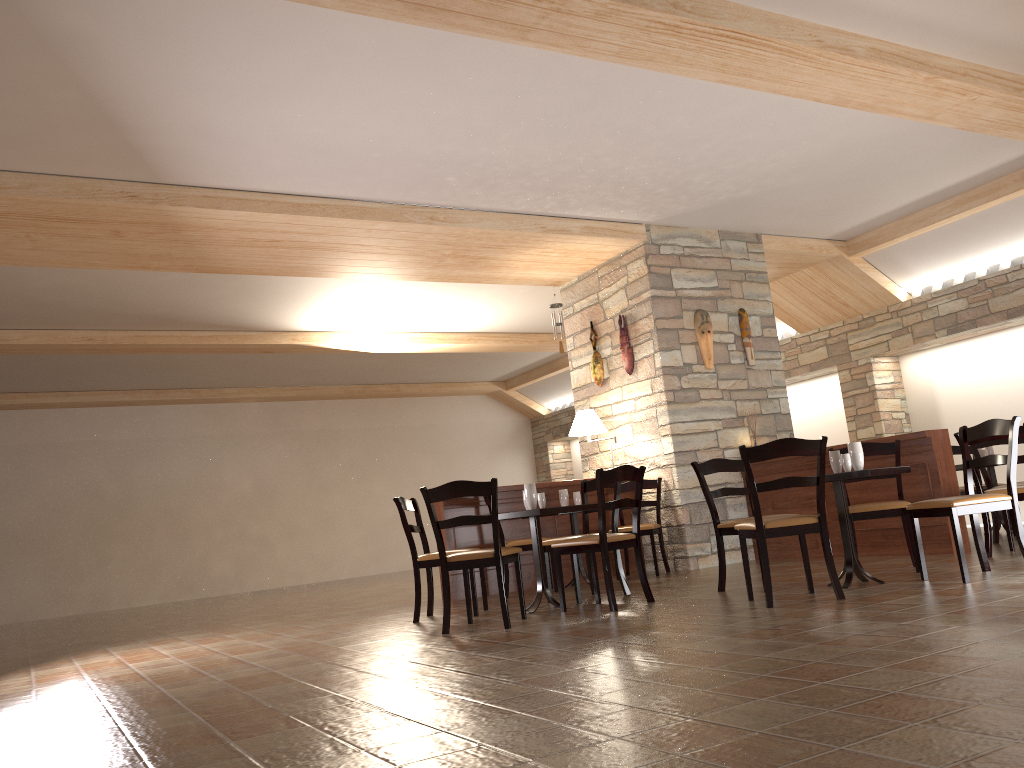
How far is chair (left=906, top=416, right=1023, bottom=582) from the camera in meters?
4.7 m

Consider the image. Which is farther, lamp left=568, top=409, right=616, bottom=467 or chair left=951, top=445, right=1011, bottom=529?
chair left=951, top=445, right=1011, bottom=529

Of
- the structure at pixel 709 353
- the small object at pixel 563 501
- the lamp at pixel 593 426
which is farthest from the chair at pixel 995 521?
the small object at pixel 563 501

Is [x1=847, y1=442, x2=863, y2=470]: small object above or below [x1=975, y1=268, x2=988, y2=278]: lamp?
below

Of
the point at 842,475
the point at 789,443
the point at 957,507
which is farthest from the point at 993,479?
the point at 789,443

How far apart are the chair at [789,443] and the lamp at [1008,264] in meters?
5.6

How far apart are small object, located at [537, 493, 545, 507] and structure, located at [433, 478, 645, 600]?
1.8 meters

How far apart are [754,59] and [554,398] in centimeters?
1134cm

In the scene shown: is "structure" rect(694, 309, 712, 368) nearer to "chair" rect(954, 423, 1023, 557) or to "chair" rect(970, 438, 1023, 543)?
"chair" rect(970, 438, 1023, 543)

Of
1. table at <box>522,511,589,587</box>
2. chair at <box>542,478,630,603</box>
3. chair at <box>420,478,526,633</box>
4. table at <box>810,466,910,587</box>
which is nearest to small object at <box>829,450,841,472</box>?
table at <box>810,466,910,587</box>
